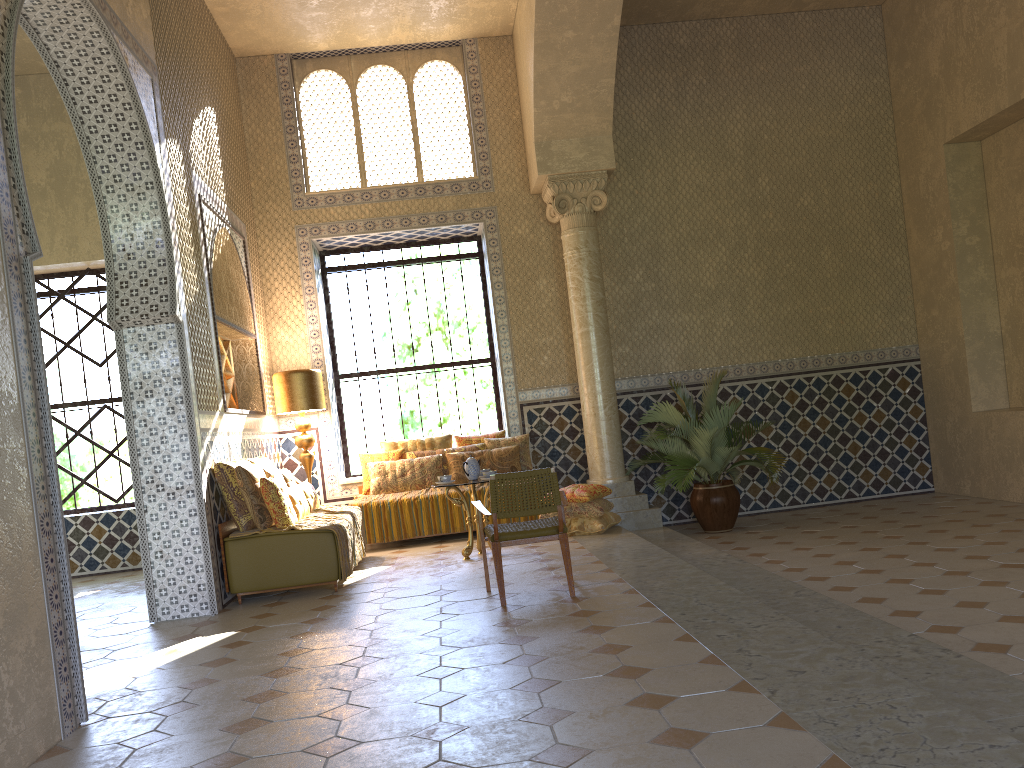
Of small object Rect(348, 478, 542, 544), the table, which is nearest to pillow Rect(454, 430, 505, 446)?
small object Rect(348, 478, 542, 544)

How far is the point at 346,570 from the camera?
9.9m

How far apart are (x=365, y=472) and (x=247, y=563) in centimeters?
432cm

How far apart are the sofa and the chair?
1.9 meters

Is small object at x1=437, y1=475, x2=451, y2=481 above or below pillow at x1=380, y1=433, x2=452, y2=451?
below

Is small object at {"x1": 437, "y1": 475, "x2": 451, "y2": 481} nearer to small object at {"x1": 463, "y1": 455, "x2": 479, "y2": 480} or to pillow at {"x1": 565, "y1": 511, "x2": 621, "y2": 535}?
small object at {"x1": 463, "y1": 455, "x2": 479, "y2": 480}

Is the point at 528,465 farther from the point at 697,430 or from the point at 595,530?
the point at 697,430

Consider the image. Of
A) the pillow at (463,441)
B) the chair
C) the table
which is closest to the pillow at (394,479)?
the pillow at (463,441)

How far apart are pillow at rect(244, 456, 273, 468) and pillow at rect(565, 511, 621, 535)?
4.1 meters

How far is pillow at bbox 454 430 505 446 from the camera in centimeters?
1431cm
